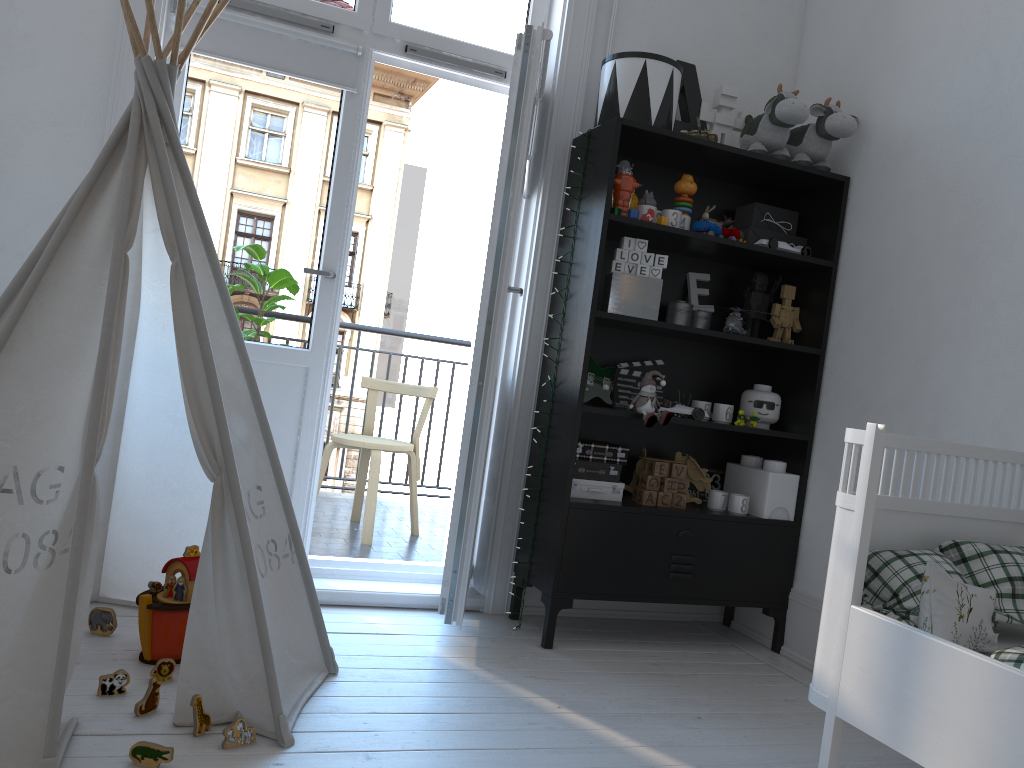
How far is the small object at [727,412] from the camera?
3.0 meters

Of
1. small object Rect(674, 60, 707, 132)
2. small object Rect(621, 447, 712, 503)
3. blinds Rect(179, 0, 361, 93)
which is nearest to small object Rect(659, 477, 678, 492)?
small object Rect(621, 447, 712, 503)

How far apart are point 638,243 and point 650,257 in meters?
0.1

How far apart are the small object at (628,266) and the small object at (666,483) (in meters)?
0.71

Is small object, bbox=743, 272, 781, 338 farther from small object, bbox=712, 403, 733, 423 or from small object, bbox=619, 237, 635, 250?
small object, bbox=619, 237, 635, 250

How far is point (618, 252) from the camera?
2.9m

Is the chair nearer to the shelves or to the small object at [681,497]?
the shelves

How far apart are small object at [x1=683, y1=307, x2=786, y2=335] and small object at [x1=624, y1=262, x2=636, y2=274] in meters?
0.4 m

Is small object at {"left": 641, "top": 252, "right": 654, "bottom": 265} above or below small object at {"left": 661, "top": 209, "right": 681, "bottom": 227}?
below

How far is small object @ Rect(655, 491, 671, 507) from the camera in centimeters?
297cm
